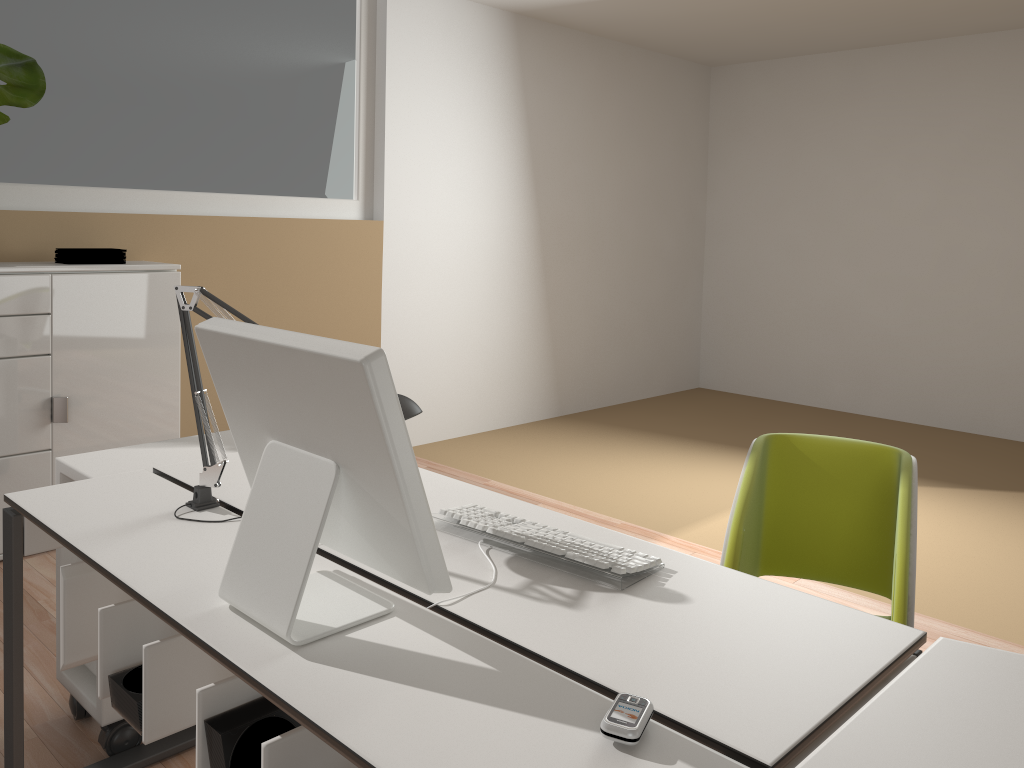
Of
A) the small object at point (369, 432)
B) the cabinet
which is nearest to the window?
the cabinet

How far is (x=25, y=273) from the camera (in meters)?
3.27

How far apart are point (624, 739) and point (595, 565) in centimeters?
49cm

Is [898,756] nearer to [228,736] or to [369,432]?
[369,432]

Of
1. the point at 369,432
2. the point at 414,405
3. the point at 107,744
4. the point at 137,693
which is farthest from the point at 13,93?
the point at 369,432

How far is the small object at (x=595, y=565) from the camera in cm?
153

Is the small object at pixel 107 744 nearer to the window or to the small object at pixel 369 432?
the small object at pixel 369 432

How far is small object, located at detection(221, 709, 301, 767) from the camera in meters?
1.3

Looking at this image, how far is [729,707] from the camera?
1.15m

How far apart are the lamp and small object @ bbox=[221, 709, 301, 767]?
0.6 meters
